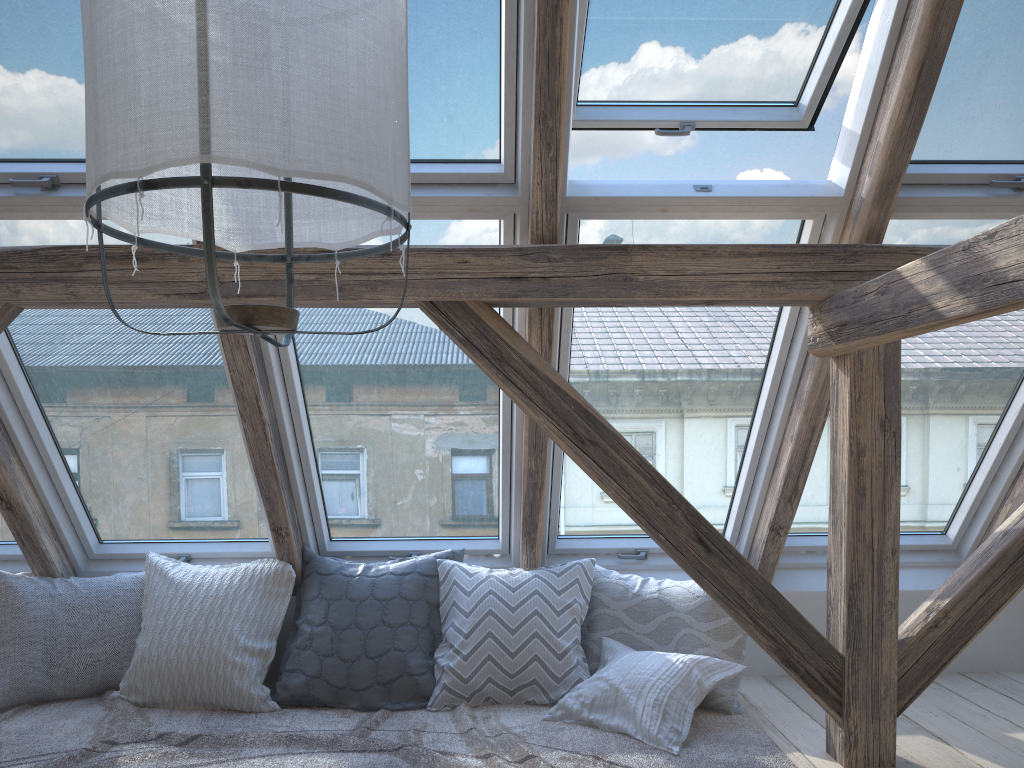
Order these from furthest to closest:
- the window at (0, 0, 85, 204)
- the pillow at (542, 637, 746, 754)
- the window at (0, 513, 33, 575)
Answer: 1. the window at (0, 513, 33, 575)
2. the pillow at (542, 637, 746, 754)
3. the window at (0, 0, 85, 204)

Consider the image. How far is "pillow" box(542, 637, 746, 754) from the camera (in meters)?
2.63

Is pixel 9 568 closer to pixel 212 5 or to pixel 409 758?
pixel 409 758

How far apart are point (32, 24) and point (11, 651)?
2.1m

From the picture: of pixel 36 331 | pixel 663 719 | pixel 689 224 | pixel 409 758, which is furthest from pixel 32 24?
pixel 663 719

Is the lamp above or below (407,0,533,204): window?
below

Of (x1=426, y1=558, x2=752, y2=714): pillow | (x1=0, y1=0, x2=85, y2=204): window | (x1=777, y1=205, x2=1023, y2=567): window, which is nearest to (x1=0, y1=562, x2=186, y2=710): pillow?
(x1=426, y1=558, x2=752, y2=714): pillow

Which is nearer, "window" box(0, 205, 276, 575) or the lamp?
the lamp

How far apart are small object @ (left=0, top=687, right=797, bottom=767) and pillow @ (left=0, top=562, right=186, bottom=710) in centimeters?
2cm

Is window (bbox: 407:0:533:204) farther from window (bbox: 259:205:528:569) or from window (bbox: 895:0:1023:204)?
window (bbox: 895:0:1023:204)
